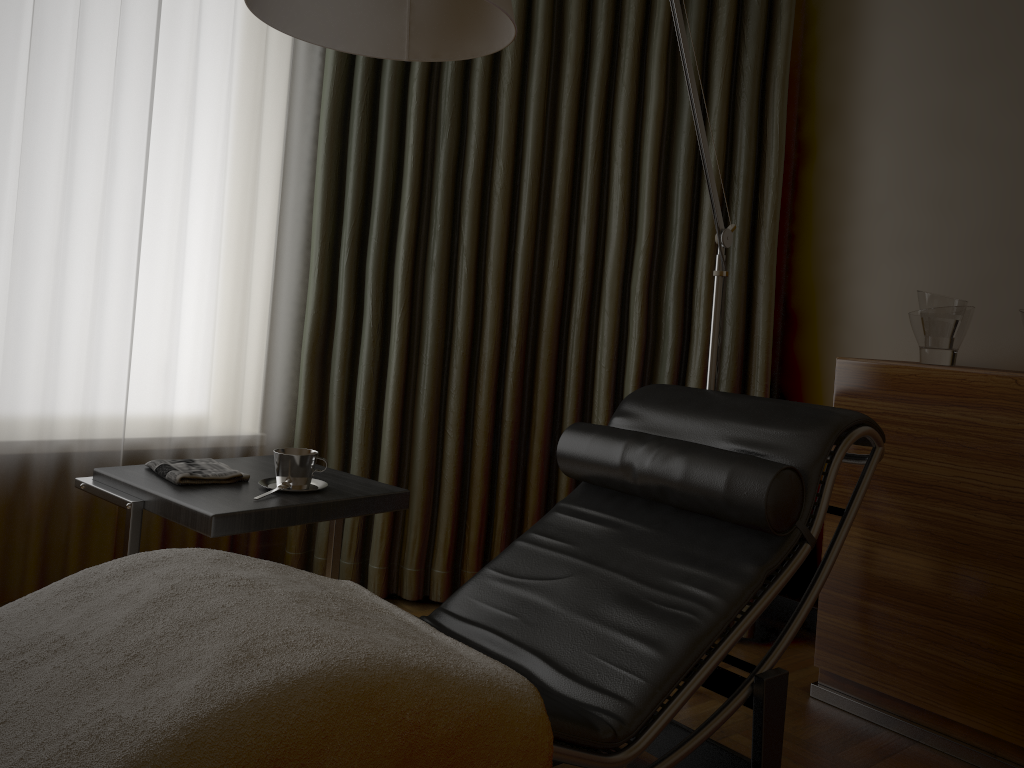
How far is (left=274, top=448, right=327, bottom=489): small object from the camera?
1.93m

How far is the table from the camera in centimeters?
172cm

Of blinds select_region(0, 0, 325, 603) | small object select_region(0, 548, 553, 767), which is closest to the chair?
small object select_region(0, 548, 553, 767)

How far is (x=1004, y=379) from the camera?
2.0m

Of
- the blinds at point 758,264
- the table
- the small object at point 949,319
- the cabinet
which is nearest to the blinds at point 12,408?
the blinds at point 758,264

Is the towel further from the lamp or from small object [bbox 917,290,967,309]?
small object [bbox 917,290,967,309]

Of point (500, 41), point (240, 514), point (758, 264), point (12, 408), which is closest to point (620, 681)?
point (240, 514)

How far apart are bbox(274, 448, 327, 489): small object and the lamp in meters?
0.8 m

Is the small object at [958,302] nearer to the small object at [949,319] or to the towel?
the small object at [949,319]

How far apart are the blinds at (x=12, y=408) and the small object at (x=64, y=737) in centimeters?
127cm
